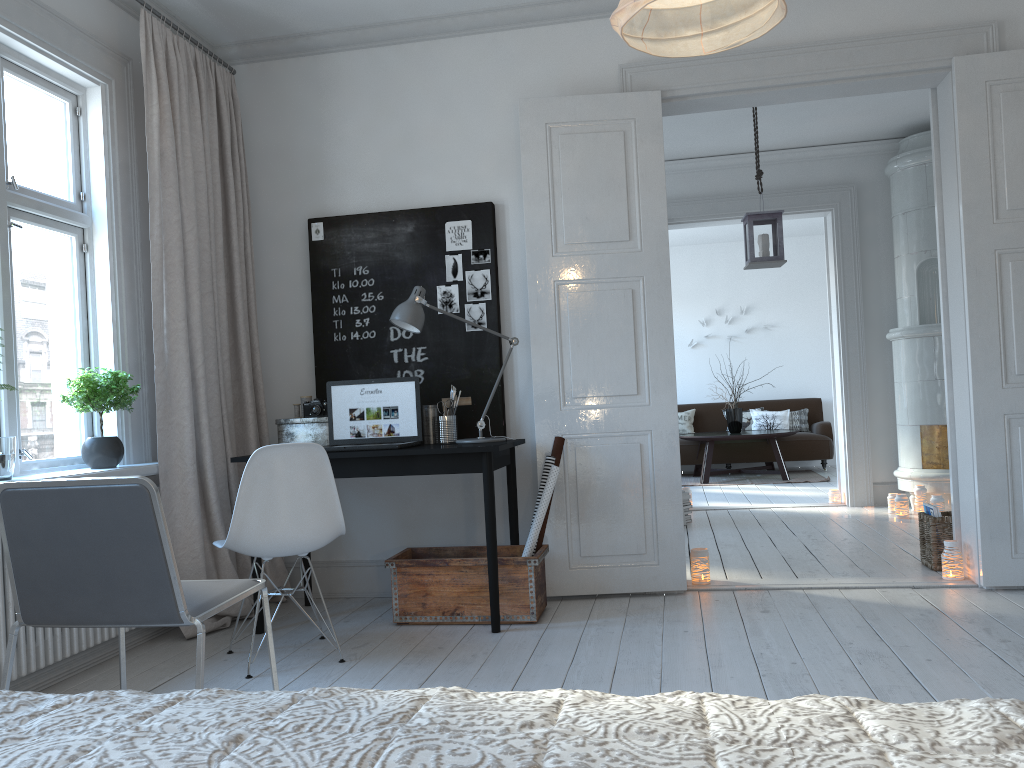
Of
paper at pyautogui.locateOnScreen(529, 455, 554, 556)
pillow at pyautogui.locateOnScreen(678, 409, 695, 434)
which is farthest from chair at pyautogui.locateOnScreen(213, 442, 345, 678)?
pillow at pyautogui.locateOnScreen(678, 409, 695, 434)

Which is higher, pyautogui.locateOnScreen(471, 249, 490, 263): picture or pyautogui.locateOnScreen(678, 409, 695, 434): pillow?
pyautogui.locateOnScreen(471, 249, 490, 263): picture

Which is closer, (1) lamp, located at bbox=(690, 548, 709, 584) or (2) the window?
(2) the window

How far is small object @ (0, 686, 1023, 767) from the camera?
0.76m

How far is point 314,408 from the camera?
4.1 meters

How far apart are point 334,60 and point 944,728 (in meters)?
4.38

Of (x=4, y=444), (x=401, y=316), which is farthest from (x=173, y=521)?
(x=401, y=316)

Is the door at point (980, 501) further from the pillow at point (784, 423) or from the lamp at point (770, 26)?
the pillow at point (784, 423)

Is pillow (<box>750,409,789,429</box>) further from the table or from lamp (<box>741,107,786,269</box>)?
lamp (<box>741,107,786,269</box>)

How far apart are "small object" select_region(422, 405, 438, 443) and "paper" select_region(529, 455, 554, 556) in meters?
0.6 m
